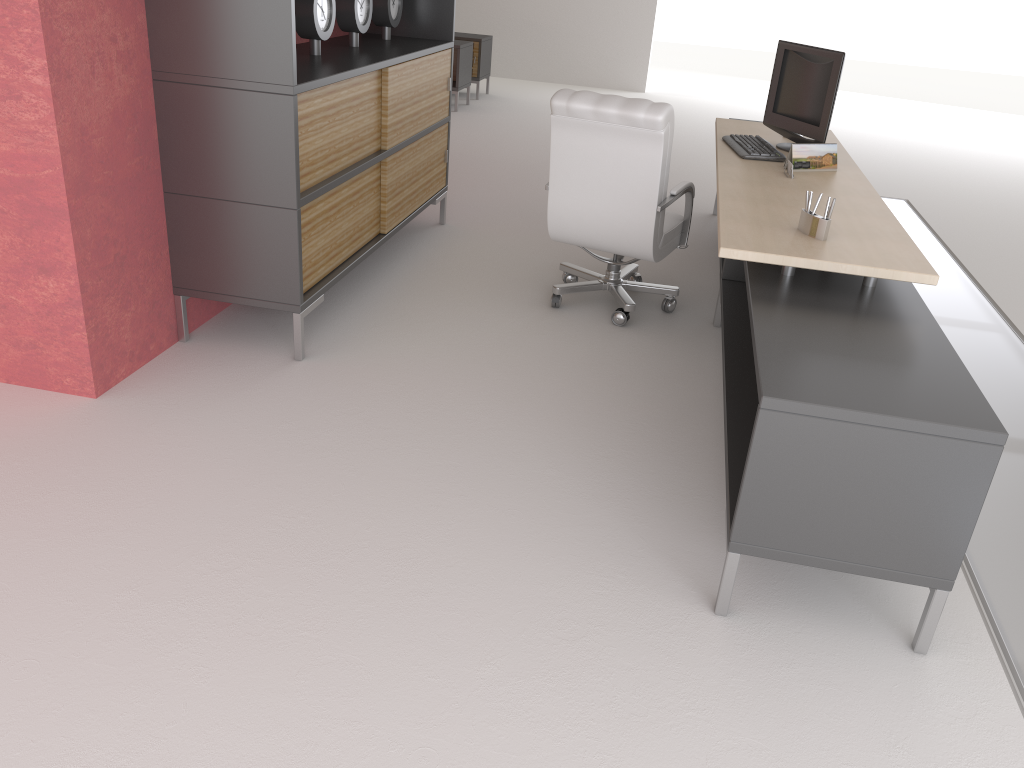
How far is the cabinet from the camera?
5.0m

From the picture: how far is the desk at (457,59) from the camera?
14.4 meters

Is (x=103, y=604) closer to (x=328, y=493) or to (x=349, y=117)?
(x=328, y=493)

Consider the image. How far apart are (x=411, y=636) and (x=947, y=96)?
23.72m

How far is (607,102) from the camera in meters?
5.9 m

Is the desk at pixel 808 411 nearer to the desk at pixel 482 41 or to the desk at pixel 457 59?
the desk at pixel 457 59

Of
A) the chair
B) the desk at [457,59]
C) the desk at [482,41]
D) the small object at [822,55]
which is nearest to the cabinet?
the chair

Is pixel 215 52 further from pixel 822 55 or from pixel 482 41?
pixel 482 41

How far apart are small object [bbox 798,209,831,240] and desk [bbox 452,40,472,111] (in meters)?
10.86

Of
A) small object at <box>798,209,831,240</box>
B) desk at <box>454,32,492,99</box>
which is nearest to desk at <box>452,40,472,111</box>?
desk at <box>454,32,492,99</box>
